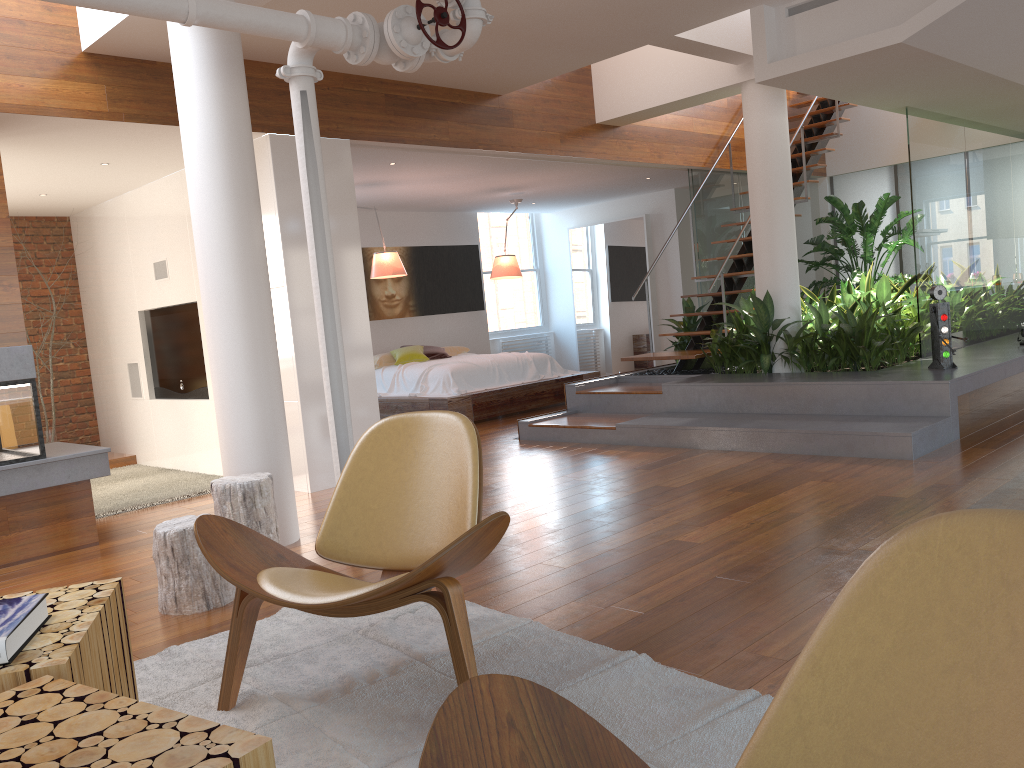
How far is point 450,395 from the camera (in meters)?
8.47

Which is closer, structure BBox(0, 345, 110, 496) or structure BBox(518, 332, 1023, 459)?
structure BBox(0, 345, 110, 496)

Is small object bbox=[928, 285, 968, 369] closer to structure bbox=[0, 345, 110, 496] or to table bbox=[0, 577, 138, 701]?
structure bbox=[0, 345, 110, 496]

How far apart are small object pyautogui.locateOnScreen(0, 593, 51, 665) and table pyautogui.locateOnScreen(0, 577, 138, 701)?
0.0 meters

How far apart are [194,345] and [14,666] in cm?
547

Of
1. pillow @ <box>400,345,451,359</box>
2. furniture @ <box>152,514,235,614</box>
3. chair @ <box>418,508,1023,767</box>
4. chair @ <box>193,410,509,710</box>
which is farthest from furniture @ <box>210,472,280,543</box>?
pillow @ <box>400,345,451,359</box>

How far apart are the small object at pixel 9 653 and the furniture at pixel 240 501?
2.1m

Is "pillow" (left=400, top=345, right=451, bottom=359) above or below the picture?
below

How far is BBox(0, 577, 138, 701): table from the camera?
1.5 meters

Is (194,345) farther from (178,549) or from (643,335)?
(643,335)
